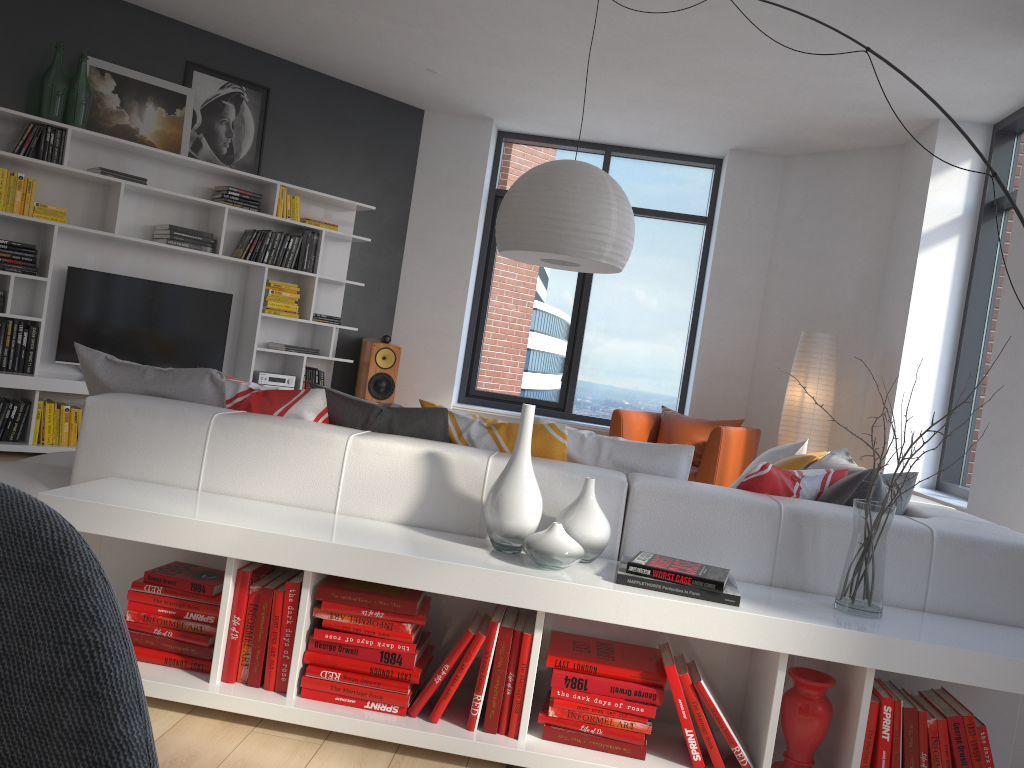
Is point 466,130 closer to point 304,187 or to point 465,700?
point 304,187

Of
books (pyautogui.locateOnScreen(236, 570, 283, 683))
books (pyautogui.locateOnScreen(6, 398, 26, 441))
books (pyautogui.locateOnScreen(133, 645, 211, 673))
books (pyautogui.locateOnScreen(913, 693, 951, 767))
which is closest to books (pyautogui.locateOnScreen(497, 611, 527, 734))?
books (pyautogui.locateOnScreen(236, 570, 283, 683))

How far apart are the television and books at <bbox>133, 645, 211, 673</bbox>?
4.0m

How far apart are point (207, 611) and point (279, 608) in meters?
0.2 m

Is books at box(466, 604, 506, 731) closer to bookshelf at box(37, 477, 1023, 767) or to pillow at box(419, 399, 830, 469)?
bookshelf at box(37, 477, 1023, 767)

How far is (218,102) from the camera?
6.3m

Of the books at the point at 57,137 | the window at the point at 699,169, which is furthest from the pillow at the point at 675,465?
the books at the point at 57,137

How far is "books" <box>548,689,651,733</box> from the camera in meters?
2.2 m

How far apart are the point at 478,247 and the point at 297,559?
5.7m

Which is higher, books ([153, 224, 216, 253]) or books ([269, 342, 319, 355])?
books ([153, 224, 216, 253])
